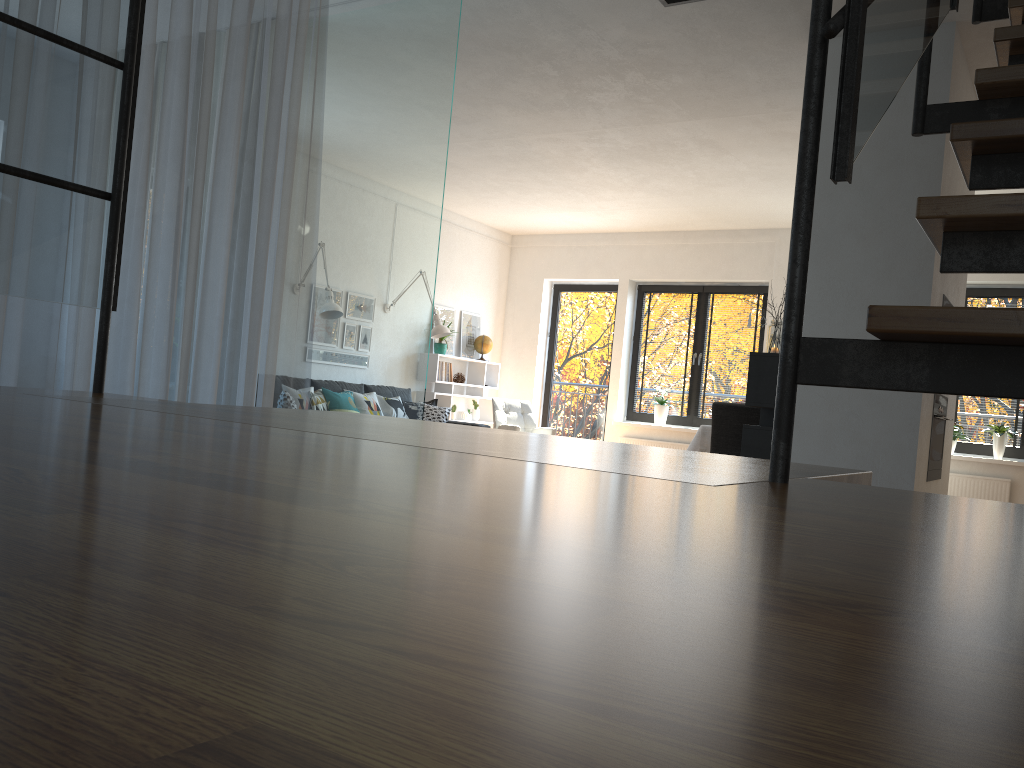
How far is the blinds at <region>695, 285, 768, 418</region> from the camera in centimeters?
917cm

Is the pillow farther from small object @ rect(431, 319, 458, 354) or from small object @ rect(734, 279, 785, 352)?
small object @ rect(734, 279, 785, 352)

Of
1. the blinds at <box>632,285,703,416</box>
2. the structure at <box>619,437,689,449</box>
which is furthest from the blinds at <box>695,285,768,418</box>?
the structure at <box>619,437,689,449</box>

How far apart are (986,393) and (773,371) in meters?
3.9

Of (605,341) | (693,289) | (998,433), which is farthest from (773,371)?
(605,341)

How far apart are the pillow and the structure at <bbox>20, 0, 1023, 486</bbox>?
6.30m

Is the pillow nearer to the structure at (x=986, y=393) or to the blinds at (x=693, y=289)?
the blinds at (x=693, y=289)

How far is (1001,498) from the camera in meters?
7.7

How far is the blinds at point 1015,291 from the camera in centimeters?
793cm

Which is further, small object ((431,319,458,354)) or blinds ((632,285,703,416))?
blinds ((632,285,703,416))
